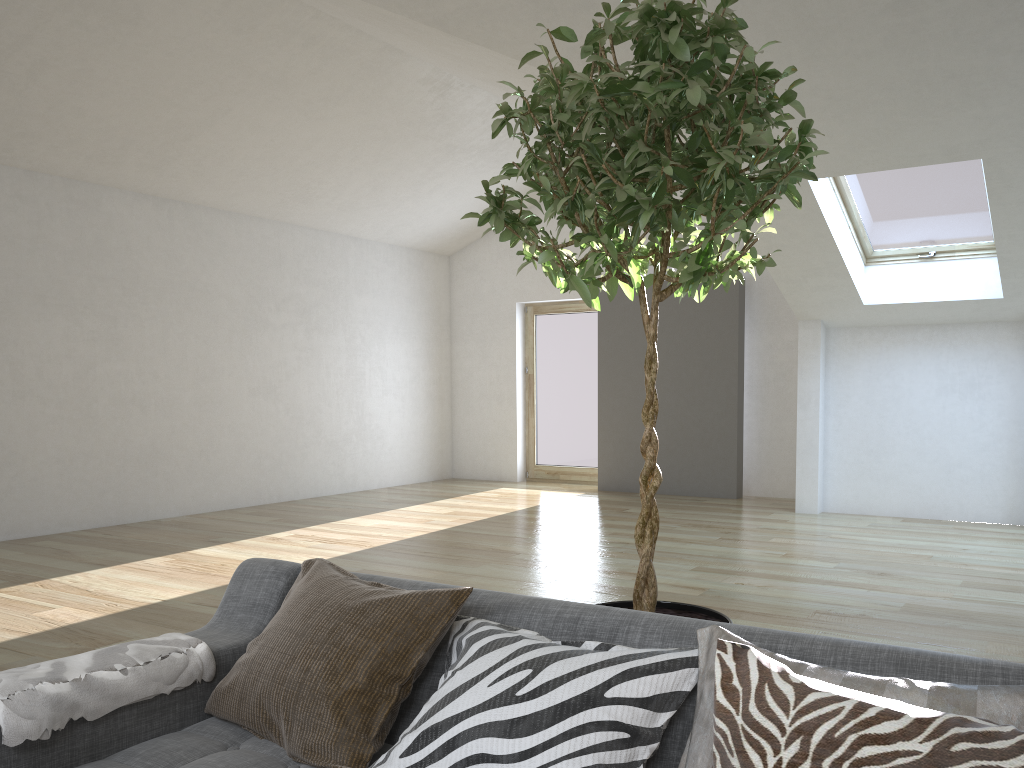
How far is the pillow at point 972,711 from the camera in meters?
1.2 m

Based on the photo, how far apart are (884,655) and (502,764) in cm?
65

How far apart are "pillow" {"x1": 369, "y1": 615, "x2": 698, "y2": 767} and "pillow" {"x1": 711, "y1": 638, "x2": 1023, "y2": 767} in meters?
0.2 m

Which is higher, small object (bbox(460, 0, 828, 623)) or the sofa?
small object (bbox(460, 0, 828, 623))

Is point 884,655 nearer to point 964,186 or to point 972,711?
point 972,711

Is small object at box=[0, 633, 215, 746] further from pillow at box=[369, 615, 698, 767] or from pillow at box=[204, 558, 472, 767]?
pillow at box=[369, 615, 698, 767]

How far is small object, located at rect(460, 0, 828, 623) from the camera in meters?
1.7 m

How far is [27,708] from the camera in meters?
1.6

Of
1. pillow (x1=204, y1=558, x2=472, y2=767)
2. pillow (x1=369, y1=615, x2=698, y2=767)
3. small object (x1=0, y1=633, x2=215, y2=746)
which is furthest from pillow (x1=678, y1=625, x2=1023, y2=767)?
small object (x1=0, y1=633, x2=215, y2=746)

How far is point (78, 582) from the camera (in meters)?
5.17
